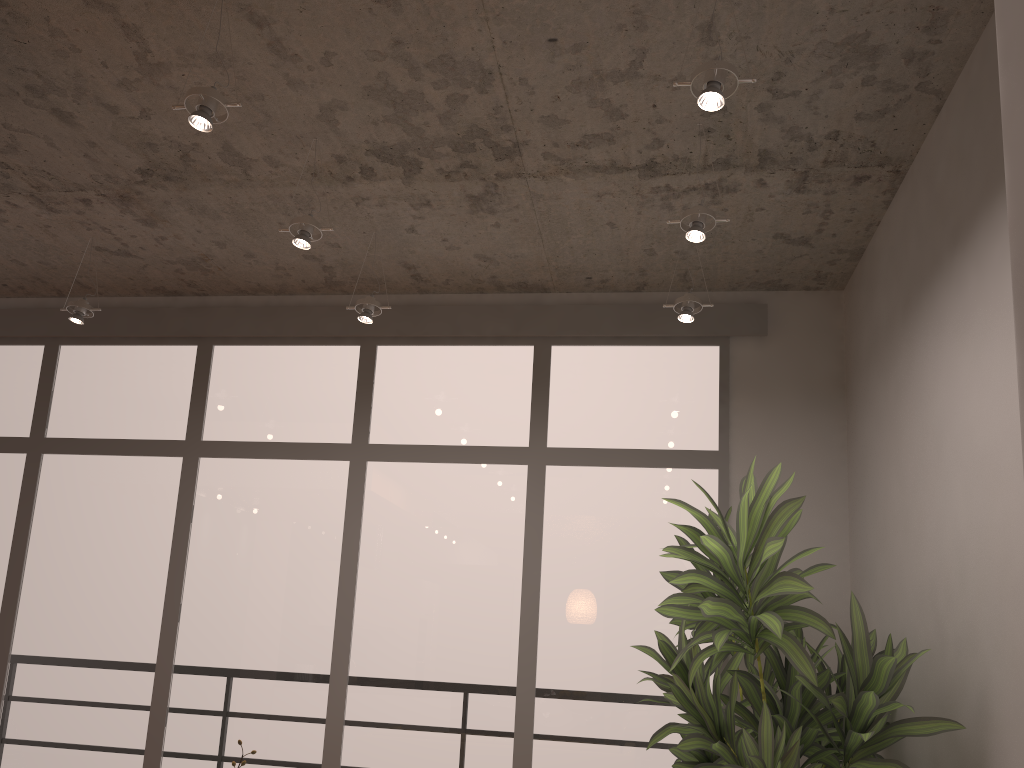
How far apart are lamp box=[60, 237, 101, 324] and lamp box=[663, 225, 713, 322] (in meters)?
3.01

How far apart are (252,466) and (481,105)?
2.6 meters

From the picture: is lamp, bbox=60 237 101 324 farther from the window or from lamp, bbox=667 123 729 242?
lamp, bbox=667 123 729 242

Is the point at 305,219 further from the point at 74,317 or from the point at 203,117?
the point at 74,317

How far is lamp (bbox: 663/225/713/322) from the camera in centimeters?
406cm

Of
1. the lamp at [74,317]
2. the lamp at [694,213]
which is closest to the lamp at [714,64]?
the lamp at [694,213]

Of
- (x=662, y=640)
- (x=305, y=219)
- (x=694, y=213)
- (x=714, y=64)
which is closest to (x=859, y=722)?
(x=662, y=640)

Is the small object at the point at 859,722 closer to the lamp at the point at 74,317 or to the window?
the window

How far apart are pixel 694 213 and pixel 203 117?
1.74m

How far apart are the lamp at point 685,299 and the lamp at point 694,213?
0.7m
